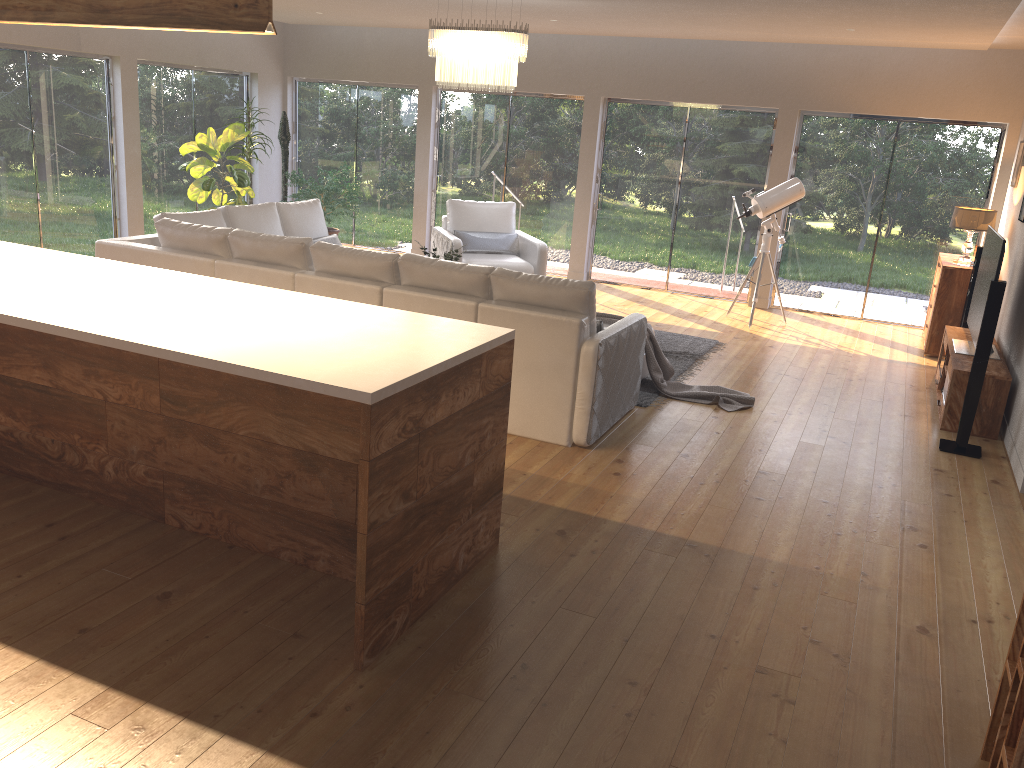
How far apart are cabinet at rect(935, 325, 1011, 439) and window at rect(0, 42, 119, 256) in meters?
8.4 m

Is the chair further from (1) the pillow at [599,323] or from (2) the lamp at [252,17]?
(2) the lamp at [252,17]

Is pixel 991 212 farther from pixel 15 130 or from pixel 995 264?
pixel 15 130

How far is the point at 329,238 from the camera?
8.03m

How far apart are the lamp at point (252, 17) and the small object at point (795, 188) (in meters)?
6.37

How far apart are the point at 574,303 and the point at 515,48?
2.51m

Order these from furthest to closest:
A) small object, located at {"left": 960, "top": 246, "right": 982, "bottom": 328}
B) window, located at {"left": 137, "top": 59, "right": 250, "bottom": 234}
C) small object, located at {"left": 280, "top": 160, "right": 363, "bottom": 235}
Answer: small object, located at {"left": 280, "top": 160, "right": 363, "bottom": 235} → window, located at {"left": 137, "top": 59, "right": 250, "bottom": 234} → small object, located at {"left": 960, "top": 246, "right": 982, "bottom": 328}

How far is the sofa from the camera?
5.03m

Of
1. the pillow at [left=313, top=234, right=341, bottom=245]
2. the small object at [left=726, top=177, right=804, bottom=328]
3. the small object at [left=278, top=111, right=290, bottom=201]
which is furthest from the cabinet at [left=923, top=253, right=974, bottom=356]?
the small object at [left=278, top=111, right=290, bottom=201]

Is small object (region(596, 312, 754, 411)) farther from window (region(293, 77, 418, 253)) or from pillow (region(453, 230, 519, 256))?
window (region(293, 77, 418, 253))
